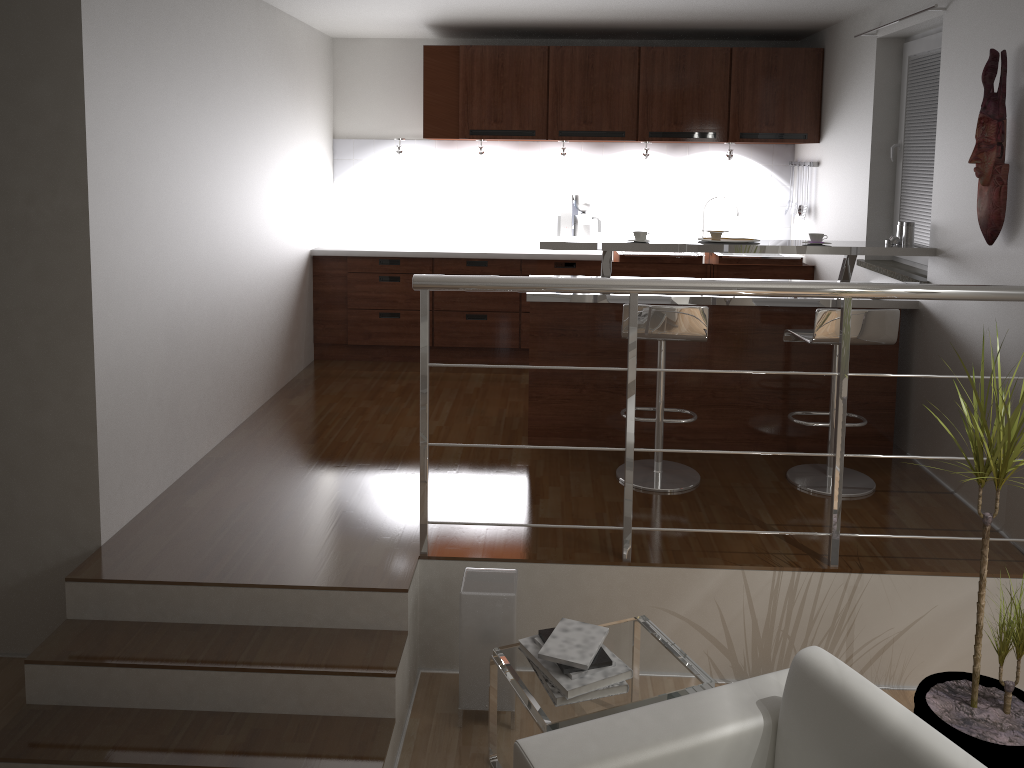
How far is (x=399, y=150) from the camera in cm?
602

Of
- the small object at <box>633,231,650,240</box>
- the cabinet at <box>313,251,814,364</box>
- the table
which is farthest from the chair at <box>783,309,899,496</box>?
the cabinet at <box>313,251,814,364</box>

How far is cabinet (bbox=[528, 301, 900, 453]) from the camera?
4.4m

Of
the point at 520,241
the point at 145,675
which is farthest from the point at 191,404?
the point at 520,241

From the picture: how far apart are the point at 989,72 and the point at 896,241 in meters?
1.0

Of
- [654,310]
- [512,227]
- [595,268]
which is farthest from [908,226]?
[512,227]

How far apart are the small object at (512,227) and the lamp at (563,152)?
0.65m

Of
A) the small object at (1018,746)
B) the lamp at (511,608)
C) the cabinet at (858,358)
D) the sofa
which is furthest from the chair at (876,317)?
the sofa

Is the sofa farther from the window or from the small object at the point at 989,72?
the window

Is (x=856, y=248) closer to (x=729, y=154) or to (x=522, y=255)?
(x=729, y=154)
